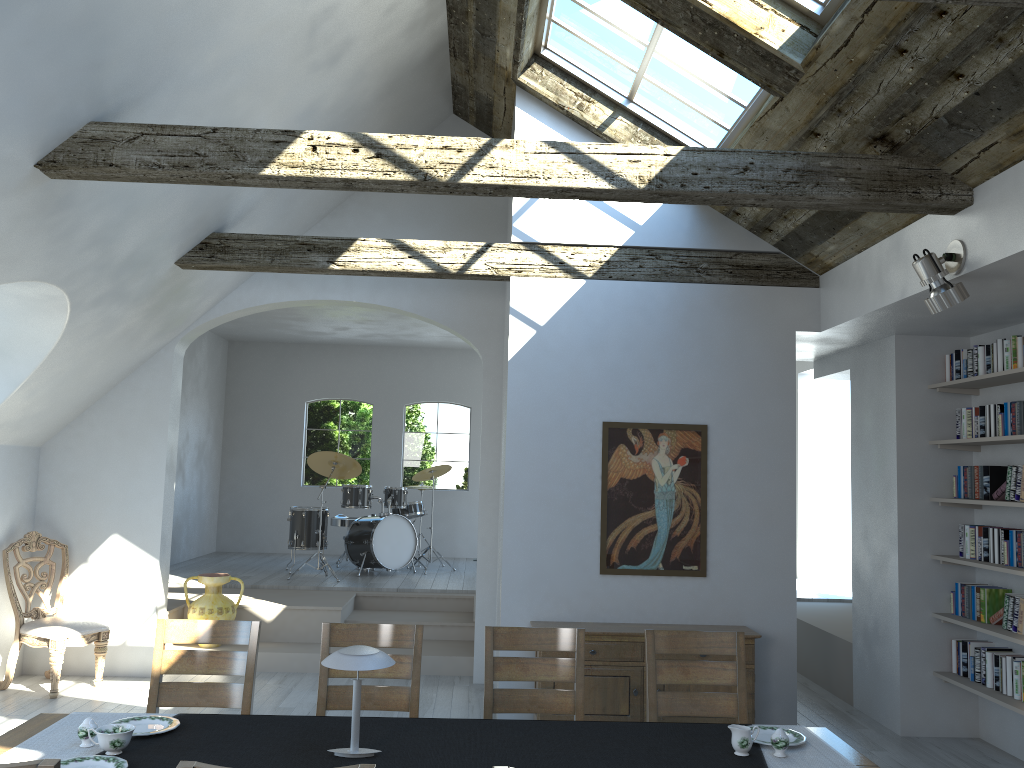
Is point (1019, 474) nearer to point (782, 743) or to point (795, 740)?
point (795, 740)

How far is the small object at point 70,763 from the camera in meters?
2.8 m

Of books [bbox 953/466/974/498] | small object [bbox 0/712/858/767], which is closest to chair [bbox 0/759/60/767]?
small object [bbox 0/712/858/767]

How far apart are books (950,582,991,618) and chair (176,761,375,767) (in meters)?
5.41

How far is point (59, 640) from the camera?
6.40m

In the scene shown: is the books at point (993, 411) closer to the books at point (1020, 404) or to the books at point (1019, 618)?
the books at point (1020, 404)

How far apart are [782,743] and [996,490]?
3.4 meters

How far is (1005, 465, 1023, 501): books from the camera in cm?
540

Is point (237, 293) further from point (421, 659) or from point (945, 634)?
point (945, 634)

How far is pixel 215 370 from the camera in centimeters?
1198cm
